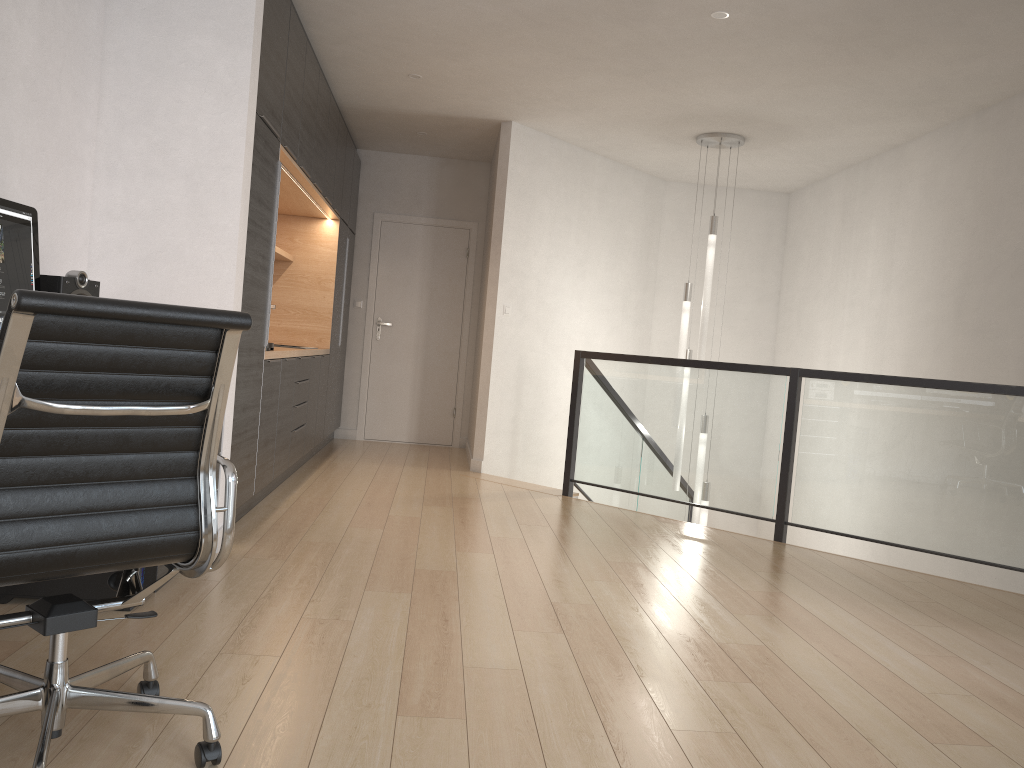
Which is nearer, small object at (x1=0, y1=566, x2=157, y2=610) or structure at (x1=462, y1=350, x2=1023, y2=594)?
small object at (x1=0, y1=566, x2=157, y2=610)

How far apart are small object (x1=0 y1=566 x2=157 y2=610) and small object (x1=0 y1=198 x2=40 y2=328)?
0.9 meters

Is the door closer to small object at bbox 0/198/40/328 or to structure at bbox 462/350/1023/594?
structure at bbox 462/350/1023/594

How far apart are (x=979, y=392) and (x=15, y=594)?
4.3m

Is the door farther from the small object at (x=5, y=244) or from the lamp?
the small object at (x=5, y=244)

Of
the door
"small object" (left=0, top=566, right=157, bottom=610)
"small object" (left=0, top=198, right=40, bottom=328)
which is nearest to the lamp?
the door

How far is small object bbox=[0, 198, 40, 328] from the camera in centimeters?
267cm

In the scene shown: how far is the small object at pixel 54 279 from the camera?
2.9m

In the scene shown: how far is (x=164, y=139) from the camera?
3.7m

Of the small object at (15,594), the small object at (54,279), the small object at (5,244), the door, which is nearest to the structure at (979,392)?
the door
